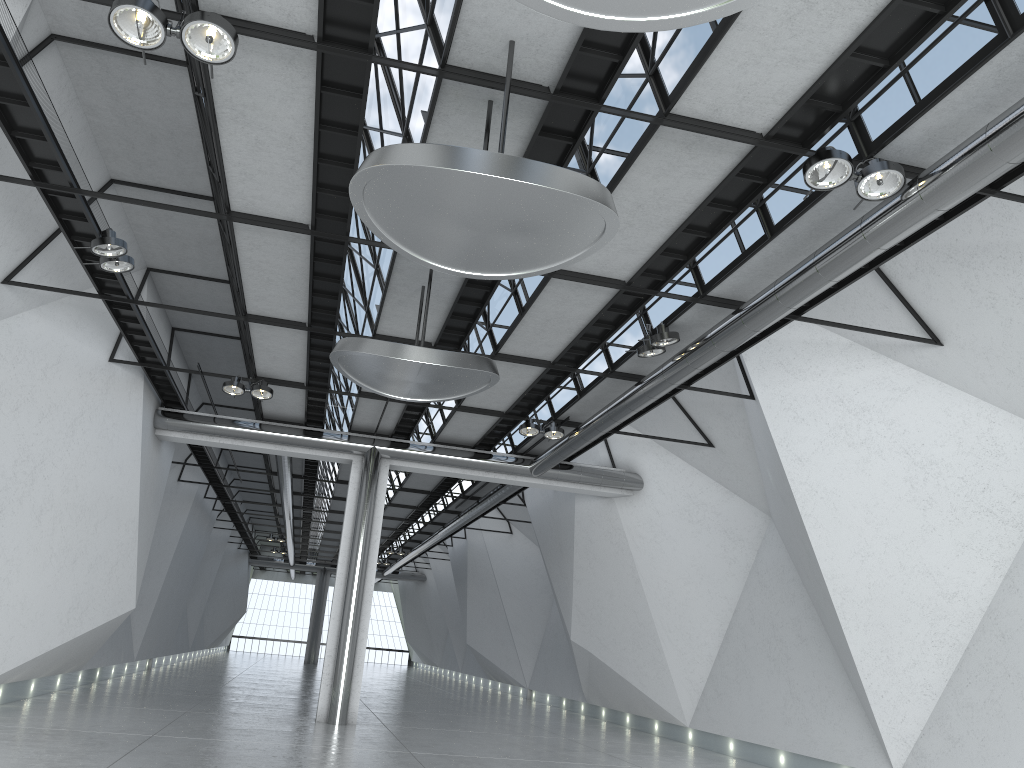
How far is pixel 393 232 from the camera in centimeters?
3570cm

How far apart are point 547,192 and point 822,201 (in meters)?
19.39

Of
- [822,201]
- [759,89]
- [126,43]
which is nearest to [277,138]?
[126,43]
